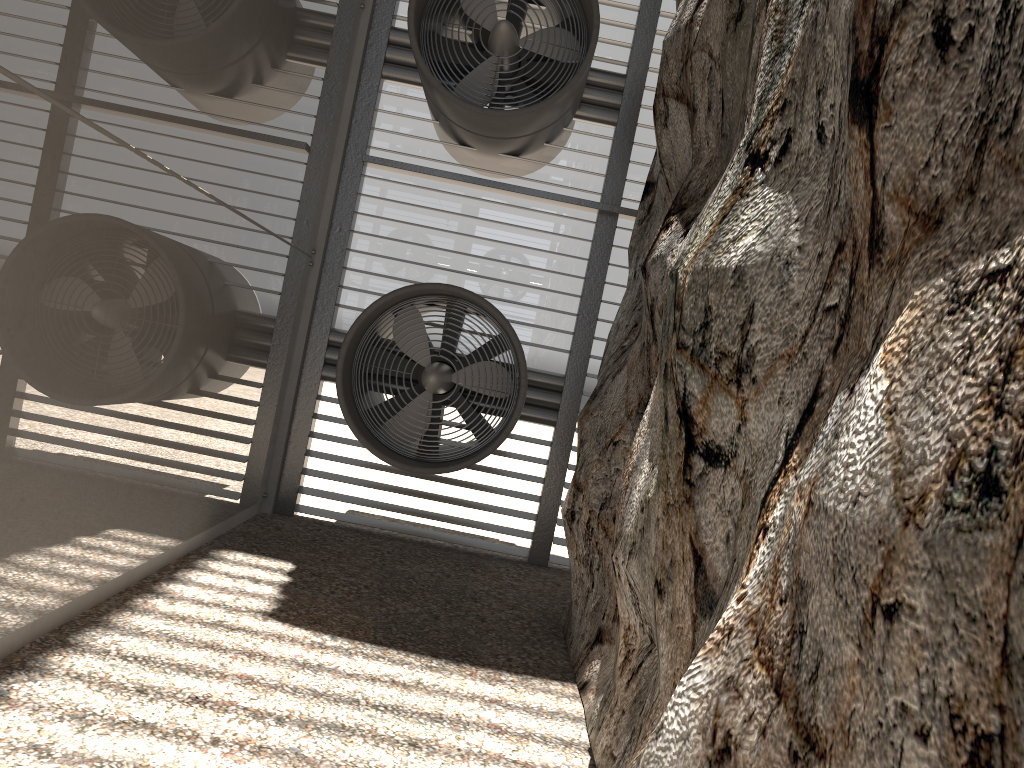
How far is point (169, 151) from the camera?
4.86m
